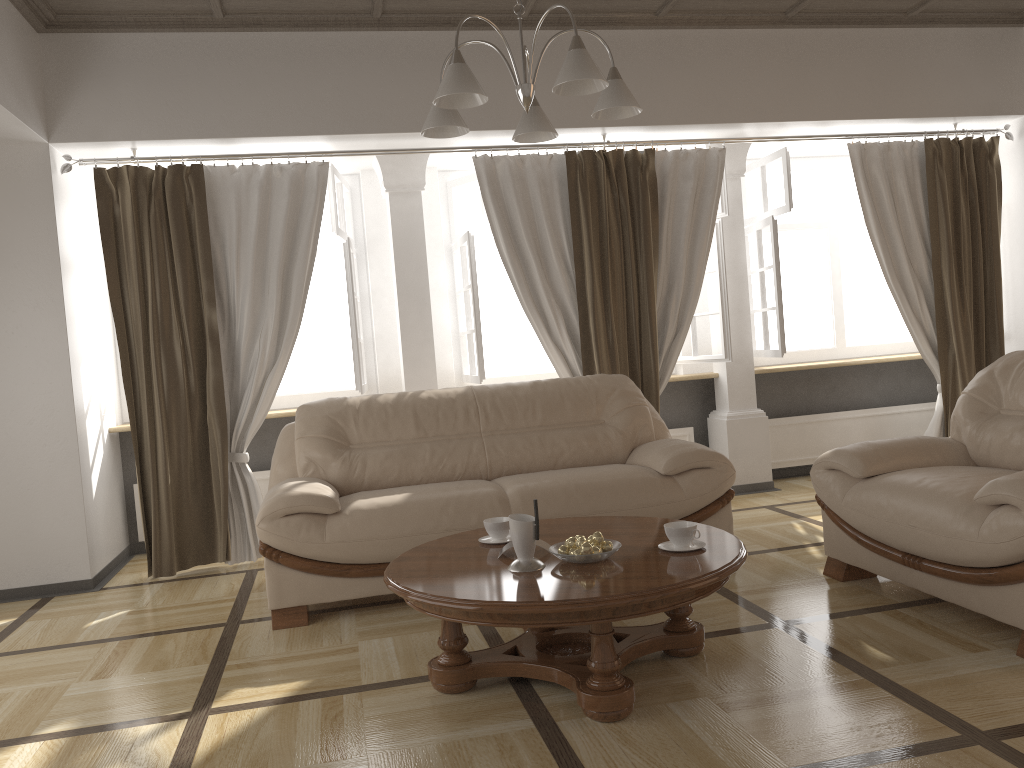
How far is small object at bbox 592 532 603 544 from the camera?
2.76m

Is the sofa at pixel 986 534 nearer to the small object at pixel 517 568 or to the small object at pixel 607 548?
the small object at pixel 607 548

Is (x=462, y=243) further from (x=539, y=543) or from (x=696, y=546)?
(x=696, y=546)

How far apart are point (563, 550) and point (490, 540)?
0.46m

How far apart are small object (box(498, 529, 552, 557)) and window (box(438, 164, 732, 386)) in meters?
2.5 m

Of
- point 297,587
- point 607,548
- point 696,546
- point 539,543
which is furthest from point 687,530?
point 297,587

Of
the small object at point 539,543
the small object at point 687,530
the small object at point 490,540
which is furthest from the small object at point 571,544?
the small object at point 490,540

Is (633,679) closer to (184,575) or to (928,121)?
(184,575)

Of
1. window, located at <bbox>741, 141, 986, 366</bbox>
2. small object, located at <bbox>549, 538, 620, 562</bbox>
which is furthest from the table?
window, located at <bbox>741, 141, 986, 366</bbox>

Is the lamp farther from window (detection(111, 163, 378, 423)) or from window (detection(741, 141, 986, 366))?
window (detection(741, 141, 986, 366))
